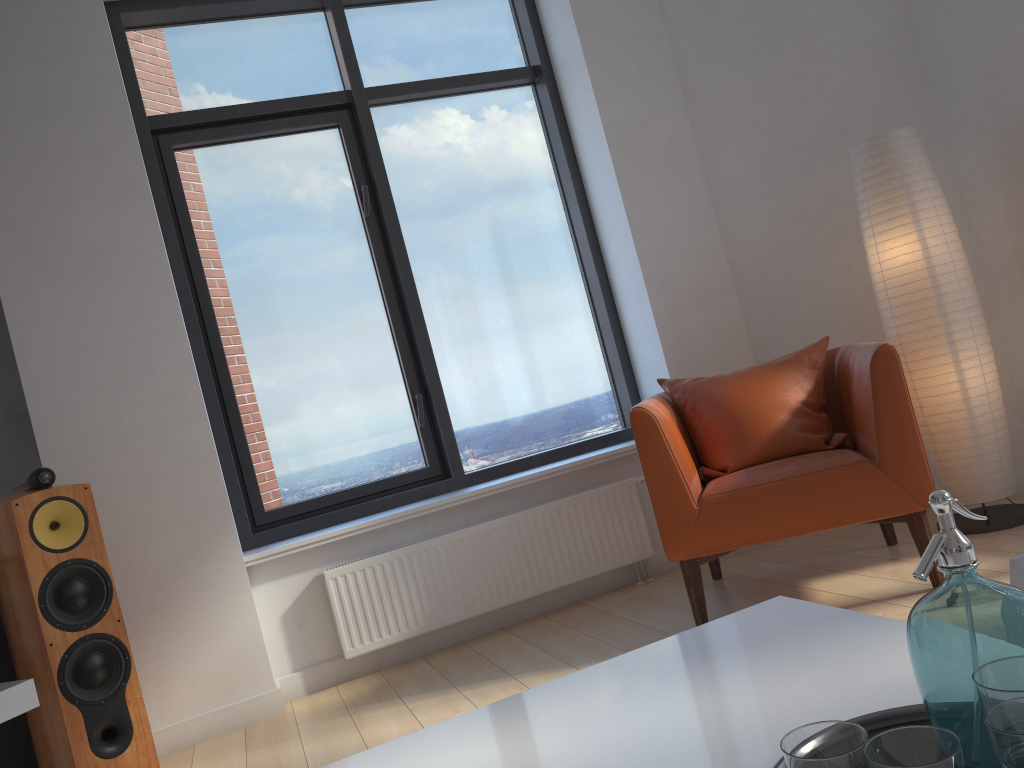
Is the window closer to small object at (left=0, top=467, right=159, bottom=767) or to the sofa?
small object at (left=0, top=467, right=159, bottom=767)

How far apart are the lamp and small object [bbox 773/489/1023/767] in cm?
263

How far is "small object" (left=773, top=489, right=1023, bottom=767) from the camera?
0.75m

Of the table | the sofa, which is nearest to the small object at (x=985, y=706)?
the table

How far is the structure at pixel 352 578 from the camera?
3.5m

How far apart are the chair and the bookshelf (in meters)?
1.94

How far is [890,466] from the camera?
2.8 meters

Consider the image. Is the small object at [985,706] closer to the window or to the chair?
the chair

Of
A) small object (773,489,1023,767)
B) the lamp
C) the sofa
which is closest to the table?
small object (773,489,1023,767)

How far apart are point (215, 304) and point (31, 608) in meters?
1.6
